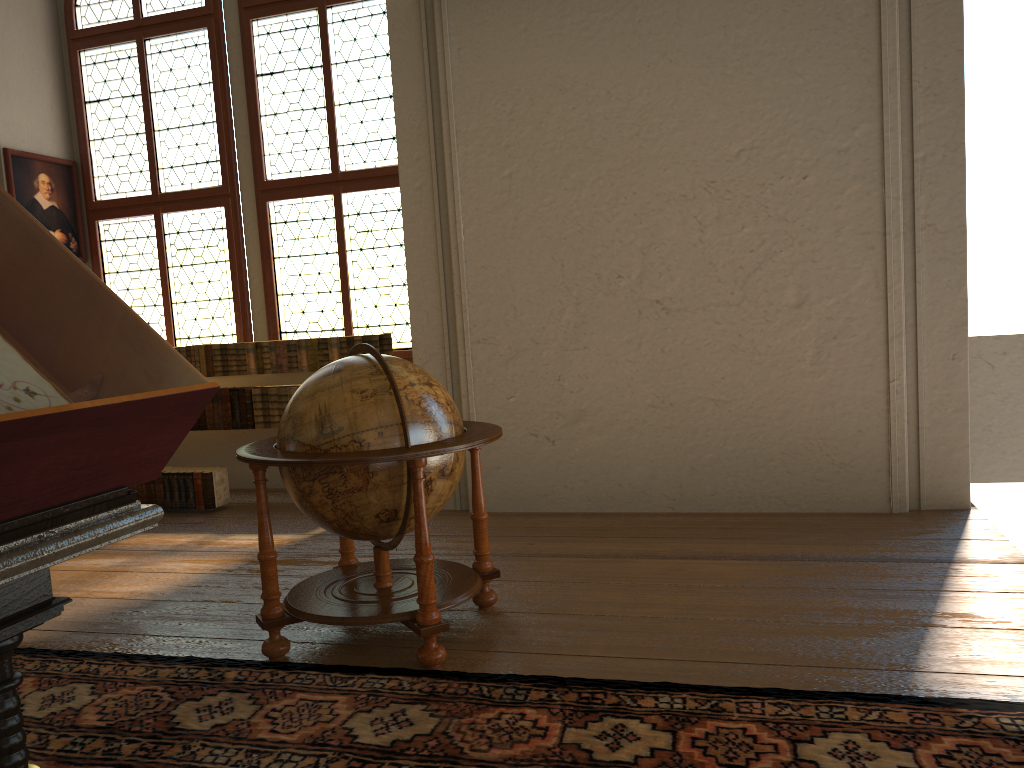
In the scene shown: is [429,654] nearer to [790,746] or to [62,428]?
[790,746]

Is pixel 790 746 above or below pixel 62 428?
below

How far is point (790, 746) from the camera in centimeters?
297cm

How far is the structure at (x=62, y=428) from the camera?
1.48m

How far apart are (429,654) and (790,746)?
1.6m

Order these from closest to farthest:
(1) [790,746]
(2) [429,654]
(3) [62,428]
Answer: (3) [62,428] → (1) [790,746] → (2) [429,654]

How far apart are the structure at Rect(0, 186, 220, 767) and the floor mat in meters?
1.5

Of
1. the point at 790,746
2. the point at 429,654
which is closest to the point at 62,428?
the point at 790,746

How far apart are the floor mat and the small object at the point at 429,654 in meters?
0.1 m

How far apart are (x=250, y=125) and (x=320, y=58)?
0.9 meters
